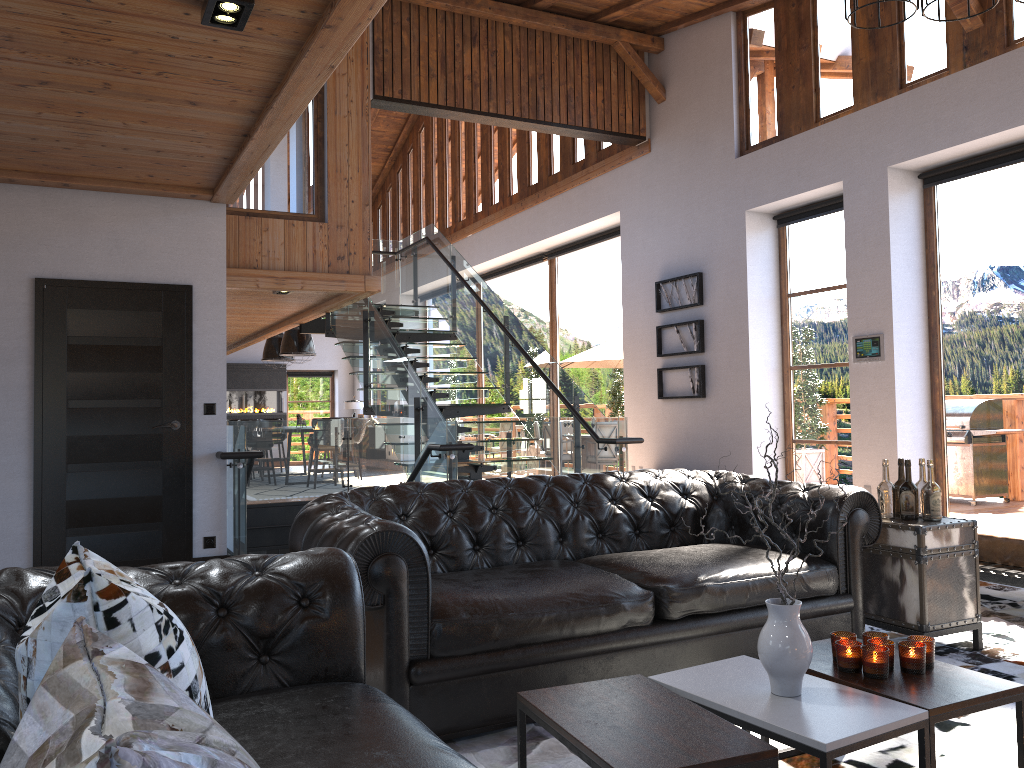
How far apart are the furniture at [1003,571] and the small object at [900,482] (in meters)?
0.99

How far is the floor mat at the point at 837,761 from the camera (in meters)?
2.85

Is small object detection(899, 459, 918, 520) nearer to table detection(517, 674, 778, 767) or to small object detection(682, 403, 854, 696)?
small object detection(682, 403, 854, 696)

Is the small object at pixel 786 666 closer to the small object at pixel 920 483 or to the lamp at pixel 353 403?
the small object at pixel 920 483

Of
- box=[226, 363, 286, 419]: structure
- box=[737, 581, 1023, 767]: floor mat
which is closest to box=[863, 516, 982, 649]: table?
box=[737, 581, 1023, 767]: floor mat

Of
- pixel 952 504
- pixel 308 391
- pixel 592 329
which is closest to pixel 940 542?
pixel 952 504

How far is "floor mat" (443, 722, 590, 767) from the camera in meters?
2.9

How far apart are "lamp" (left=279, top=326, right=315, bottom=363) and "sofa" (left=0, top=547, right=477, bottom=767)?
12.8m

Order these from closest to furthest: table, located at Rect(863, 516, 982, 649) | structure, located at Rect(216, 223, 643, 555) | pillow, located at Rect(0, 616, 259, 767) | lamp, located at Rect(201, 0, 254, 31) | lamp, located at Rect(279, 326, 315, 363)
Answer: pillow, located at Rect(0, 616, 259, 767), lamp, located at Rect(201, 0, 254, 31), table, located at Rect(863, 516, 982, 649), structure, located at Rect(216, 223, 643, 555), lamp, located at Rect(279, 326, 315, 363)

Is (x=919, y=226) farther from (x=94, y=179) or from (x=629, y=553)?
(x=94, y=179)
